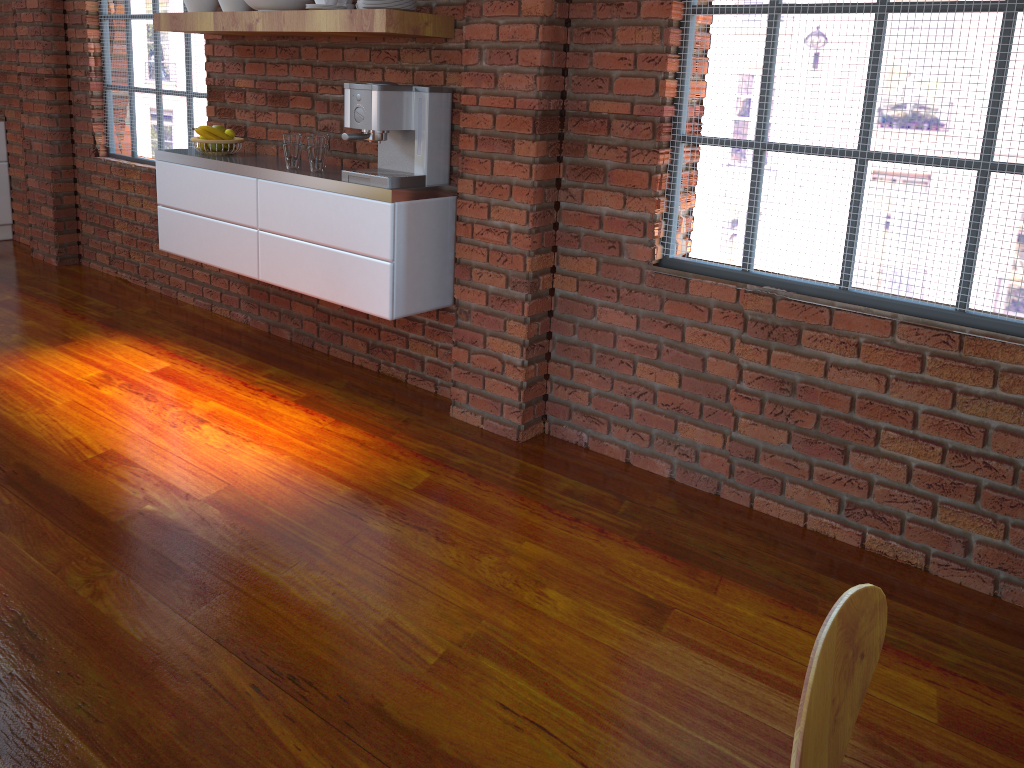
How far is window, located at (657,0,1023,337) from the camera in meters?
2.3

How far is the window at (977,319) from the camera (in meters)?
2.31

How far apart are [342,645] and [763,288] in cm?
155

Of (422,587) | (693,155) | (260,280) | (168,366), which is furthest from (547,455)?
(168,366)

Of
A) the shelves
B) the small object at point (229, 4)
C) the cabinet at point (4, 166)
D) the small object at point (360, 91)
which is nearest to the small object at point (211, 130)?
the shelves

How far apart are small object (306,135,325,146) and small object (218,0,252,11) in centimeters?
72cm

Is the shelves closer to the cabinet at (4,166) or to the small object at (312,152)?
the small object at (312,152)

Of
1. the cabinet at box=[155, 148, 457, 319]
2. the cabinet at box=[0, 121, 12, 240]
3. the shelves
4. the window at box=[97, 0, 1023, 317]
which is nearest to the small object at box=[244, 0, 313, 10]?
the shelves

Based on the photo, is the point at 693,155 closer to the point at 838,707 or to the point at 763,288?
the point at 763,288

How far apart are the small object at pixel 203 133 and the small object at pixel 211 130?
0.0 meters
